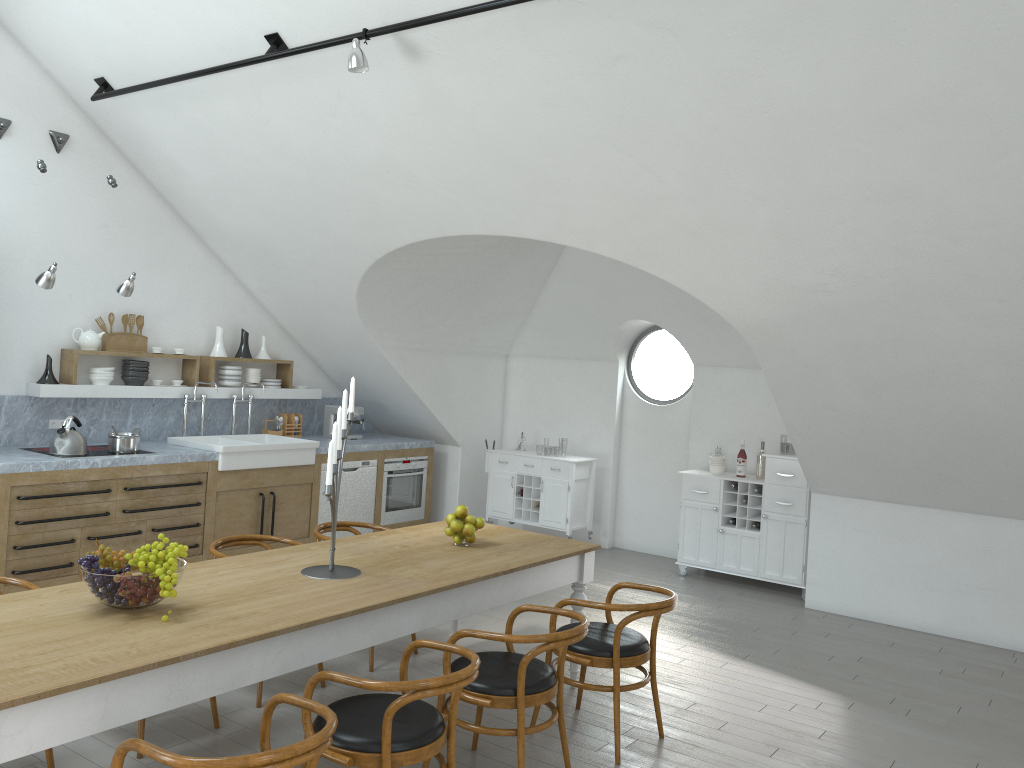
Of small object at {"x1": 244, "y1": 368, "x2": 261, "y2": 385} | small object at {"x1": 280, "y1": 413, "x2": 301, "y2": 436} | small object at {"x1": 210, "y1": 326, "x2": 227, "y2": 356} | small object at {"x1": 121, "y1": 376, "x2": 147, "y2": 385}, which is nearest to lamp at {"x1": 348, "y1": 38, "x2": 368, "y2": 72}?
small object at {"x1": 121, "y1": 376, "x2": 147, "y2": 385}

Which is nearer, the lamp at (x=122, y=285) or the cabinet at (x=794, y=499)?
the lamp at (x=122, y=285)

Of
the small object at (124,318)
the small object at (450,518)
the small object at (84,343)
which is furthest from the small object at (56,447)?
the small object at (450,518)

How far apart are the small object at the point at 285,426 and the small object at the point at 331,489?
4.19m

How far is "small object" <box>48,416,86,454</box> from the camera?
6.1m

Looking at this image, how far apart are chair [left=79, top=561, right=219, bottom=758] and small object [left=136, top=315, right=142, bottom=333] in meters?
4.0

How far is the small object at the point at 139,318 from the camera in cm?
718

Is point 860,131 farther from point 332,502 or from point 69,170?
point 69,170

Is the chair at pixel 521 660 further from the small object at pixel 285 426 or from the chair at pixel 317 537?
the small object at pixel 285 426

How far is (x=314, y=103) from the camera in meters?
5.6
